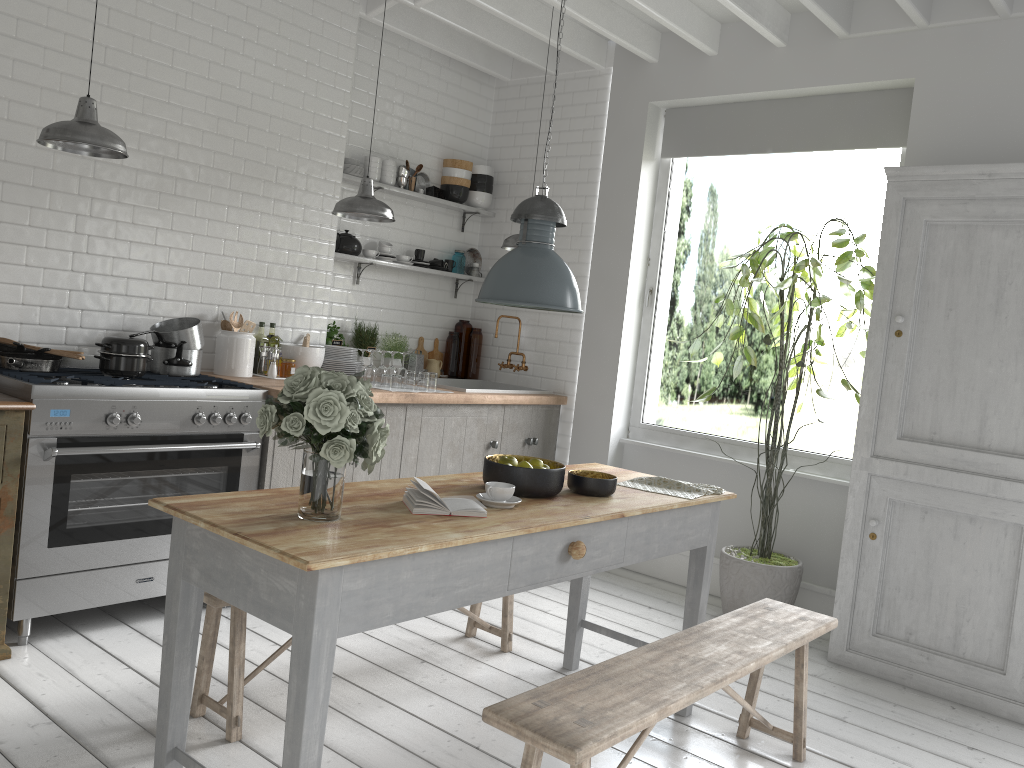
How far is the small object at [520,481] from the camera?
3.71m

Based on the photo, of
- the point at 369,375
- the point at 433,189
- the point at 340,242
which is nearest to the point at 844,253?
the point at 369,375

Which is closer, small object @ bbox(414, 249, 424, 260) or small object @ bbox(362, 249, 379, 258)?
small object @ bbox(362, 249, 379, 258)

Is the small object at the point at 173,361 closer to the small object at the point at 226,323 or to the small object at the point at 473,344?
the small object at the point at 226,323

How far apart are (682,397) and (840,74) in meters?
18.9

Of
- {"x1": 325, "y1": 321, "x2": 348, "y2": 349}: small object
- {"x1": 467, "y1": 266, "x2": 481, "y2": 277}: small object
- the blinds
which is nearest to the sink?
{"x1": 325, "y1": 321, "x2": 348, "y2": 349}: small object

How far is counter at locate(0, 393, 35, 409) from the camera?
4.1m

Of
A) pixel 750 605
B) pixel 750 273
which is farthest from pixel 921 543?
pixel 750 273

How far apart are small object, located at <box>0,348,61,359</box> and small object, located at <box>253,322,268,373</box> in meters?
1.6 m

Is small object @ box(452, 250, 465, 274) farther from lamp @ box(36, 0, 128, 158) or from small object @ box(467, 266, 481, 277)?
lamp @ box(36, 0, 128, 158)
